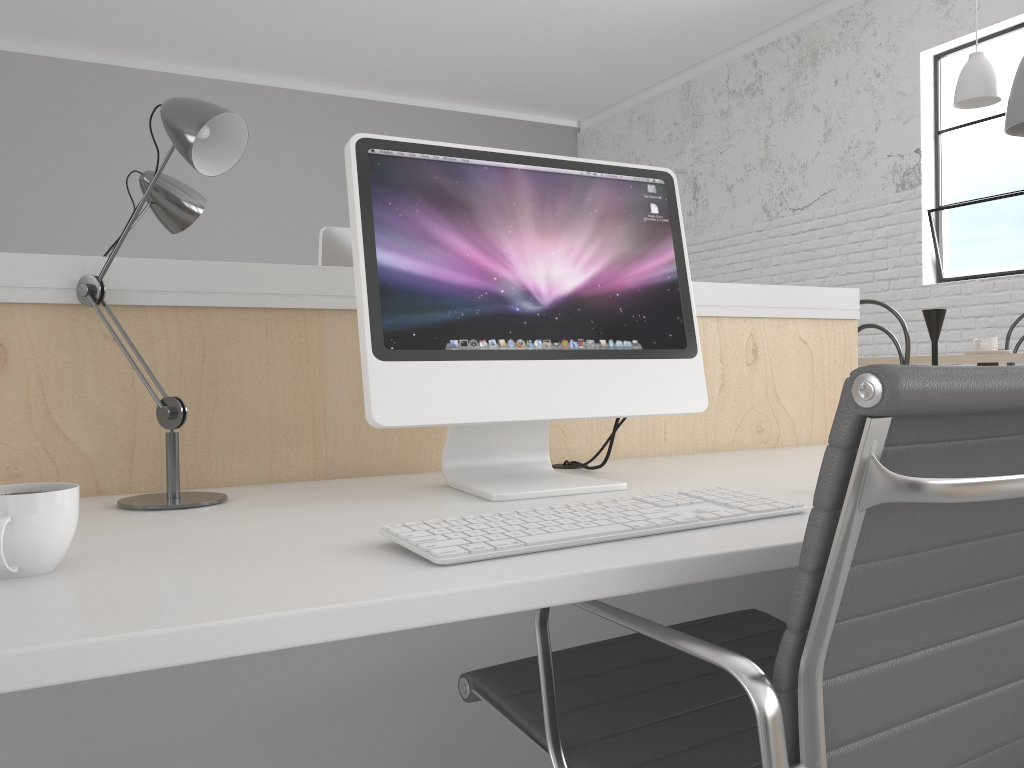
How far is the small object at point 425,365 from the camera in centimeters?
87cm

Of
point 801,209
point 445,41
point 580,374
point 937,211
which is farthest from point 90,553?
point 445,41

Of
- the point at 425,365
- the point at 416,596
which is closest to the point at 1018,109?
the point at 425,365

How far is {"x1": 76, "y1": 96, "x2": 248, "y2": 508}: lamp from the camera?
0.8m

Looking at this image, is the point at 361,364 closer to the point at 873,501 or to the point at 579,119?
the point at 873,501

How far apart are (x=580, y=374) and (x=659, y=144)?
5.7m

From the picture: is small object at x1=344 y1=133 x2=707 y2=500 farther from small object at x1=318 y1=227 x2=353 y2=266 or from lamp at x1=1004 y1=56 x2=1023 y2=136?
lamp at x1=1004 y1=56 x2=1023 y2=136

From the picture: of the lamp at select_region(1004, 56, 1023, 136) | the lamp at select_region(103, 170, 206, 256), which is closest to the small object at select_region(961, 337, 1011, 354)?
the lamp at select_region(1004, 56, 1023, 136)

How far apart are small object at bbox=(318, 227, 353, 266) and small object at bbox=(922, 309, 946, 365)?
0.9 meters

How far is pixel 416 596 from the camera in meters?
0.5
